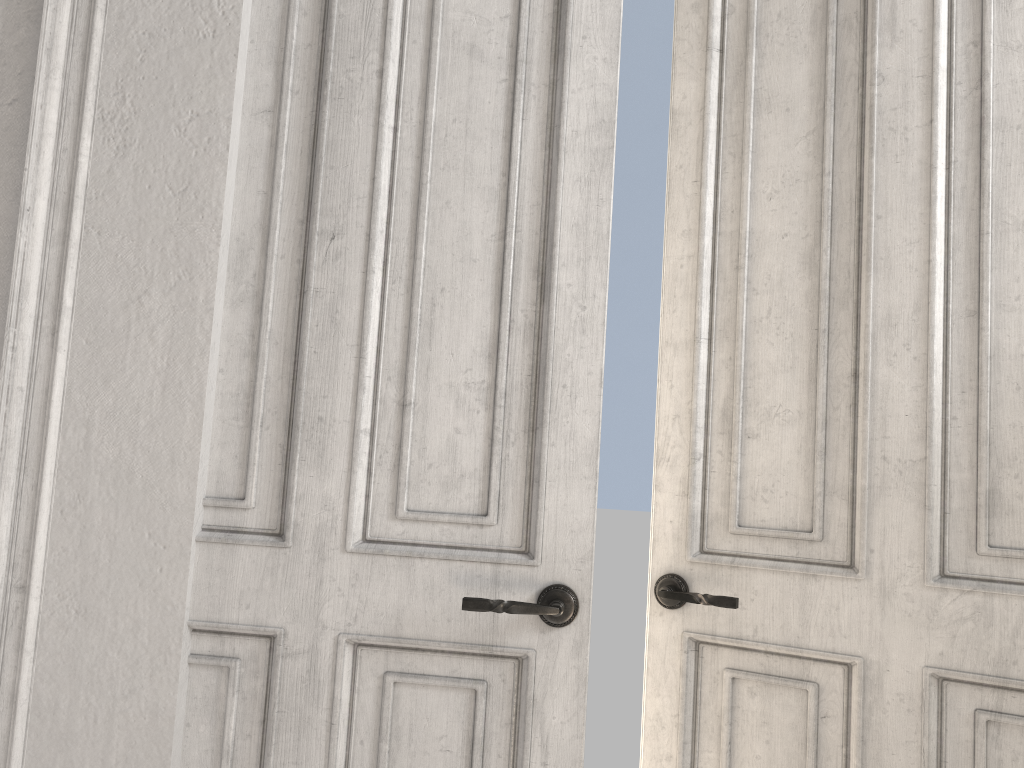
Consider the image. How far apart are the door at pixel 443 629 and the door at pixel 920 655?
0.3 meters

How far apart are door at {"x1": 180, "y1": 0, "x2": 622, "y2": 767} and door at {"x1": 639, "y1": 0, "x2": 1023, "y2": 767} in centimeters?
34cm

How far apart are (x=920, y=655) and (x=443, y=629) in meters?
0.9 m

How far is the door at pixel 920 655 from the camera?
1.7m

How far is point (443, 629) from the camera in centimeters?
169cm

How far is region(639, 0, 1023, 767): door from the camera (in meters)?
1.74
